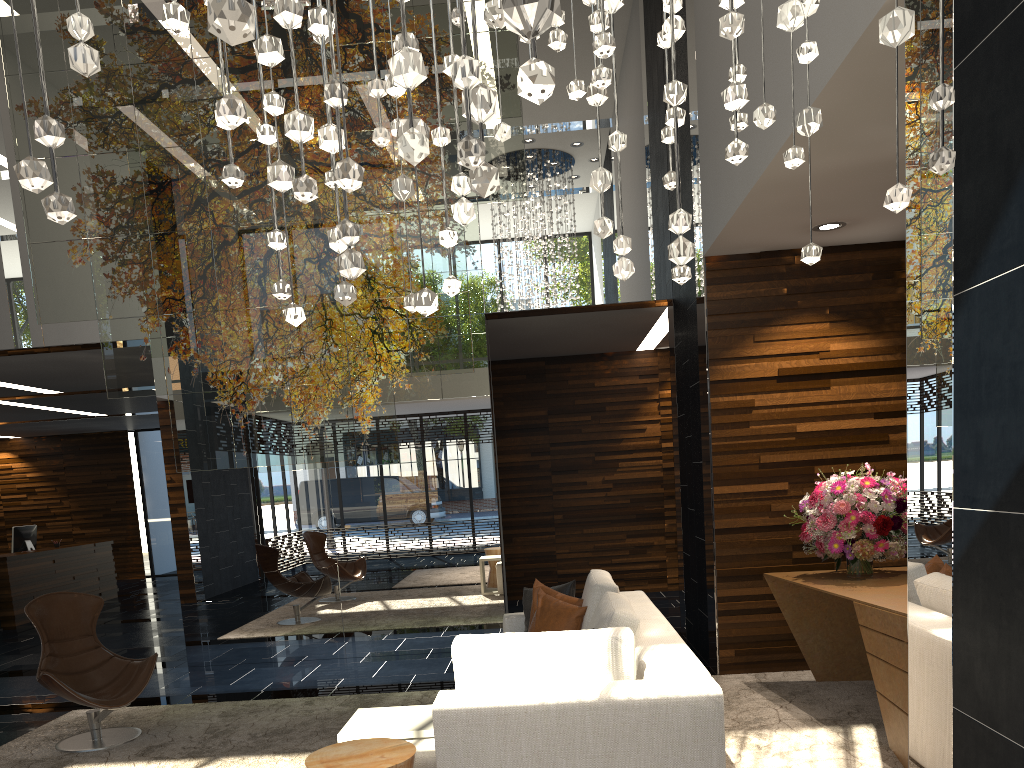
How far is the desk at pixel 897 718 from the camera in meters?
3.9 m

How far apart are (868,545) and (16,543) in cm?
1138

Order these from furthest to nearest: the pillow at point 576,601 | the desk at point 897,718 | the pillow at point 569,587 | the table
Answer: the pillow at point 569,587 < the pillow at point 576,601 < the desk at point 897,718 < the table

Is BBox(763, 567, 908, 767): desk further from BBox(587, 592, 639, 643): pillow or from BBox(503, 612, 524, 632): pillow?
BBox(503, 612, 524, 632): pillow

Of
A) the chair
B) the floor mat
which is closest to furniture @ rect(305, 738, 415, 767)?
the floor mat

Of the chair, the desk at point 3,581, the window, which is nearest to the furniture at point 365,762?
the chair

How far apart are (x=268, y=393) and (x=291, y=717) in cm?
228

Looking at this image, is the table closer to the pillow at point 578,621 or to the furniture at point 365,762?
the furniture at point 365,762

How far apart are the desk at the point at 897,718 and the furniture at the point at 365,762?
2.20m

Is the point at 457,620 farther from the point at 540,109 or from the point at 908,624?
the point at 908,624
